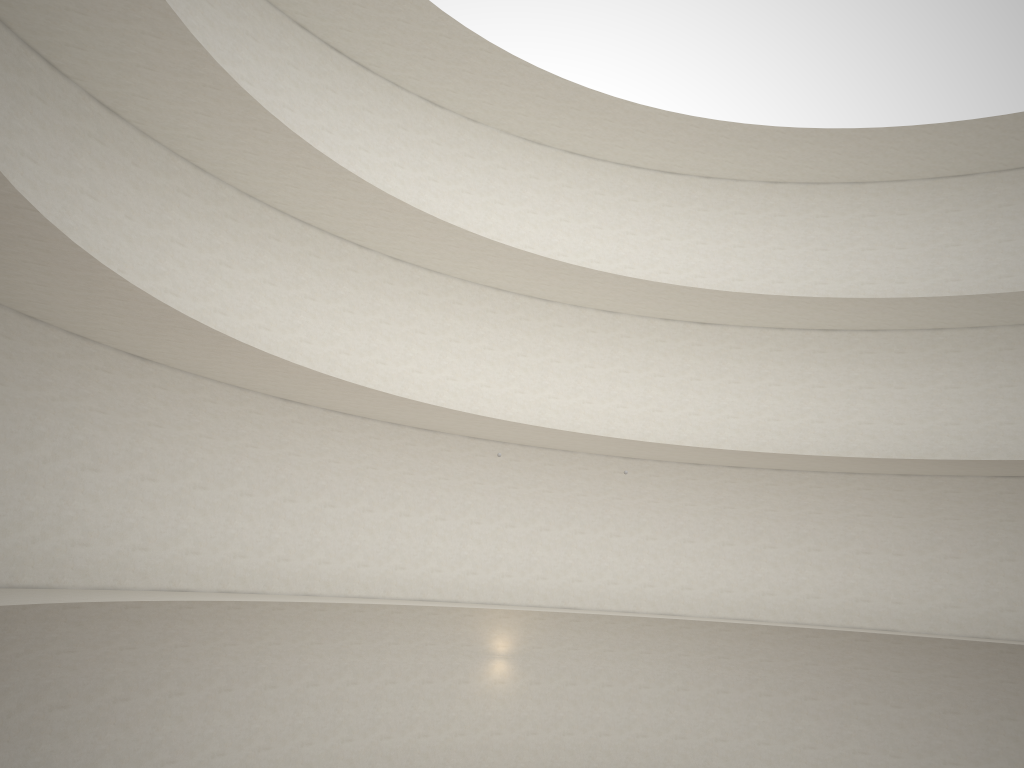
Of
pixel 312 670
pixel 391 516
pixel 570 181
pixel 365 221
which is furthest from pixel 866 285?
pixel 312 670
